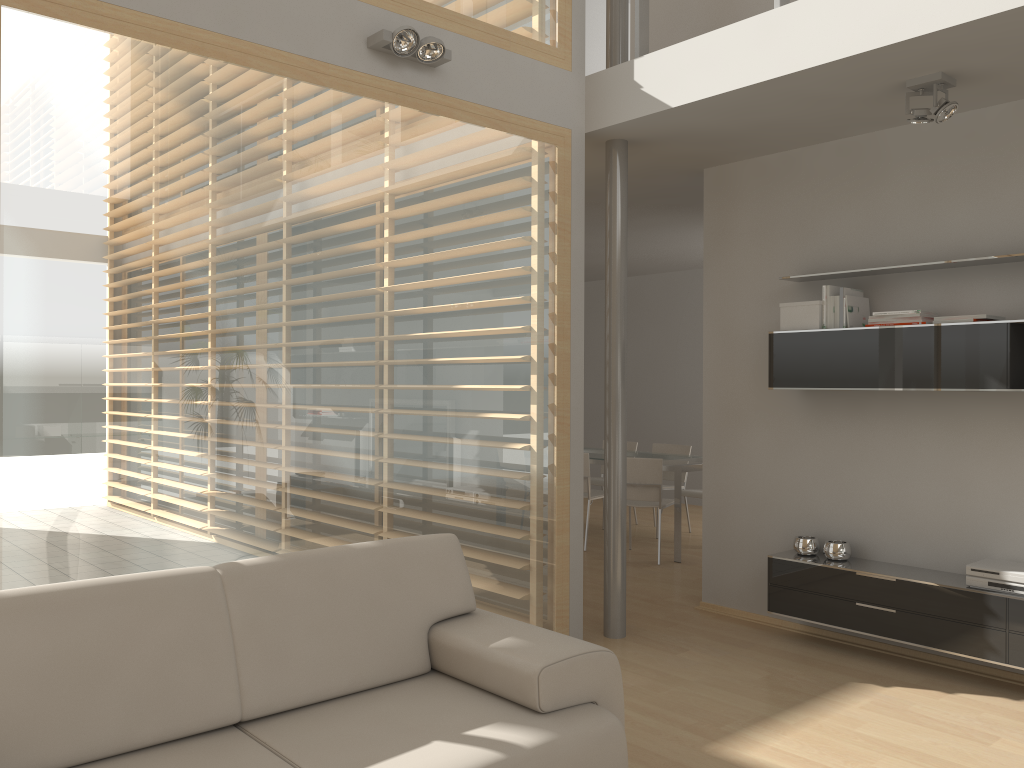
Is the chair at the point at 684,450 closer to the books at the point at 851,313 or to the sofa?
the books at the point at 851,313

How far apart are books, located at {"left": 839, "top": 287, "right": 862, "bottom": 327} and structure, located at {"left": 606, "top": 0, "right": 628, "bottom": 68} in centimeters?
170cm

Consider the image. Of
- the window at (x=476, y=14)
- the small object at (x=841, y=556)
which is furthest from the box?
the window at (x=476, y=14)

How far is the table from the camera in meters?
6.9 m

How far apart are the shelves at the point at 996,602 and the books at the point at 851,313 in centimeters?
122cm

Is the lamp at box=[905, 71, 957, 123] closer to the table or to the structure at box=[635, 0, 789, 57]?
the structure at box=[635, 0, 789, 57]

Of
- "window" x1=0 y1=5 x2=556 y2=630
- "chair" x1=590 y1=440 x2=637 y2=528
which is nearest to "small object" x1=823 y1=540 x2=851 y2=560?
"window" x1=0 y1=5 x2=556 y2=630

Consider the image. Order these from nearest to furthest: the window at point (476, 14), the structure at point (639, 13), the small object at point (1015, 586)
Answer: the small object at point (1015, 586) → the window at point (476, 14) → the structure at point (639, 13)

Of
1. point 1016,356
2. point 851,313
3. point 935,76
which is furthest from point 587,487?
point 935,76

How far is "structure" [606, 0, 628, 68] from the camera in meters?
4.8
